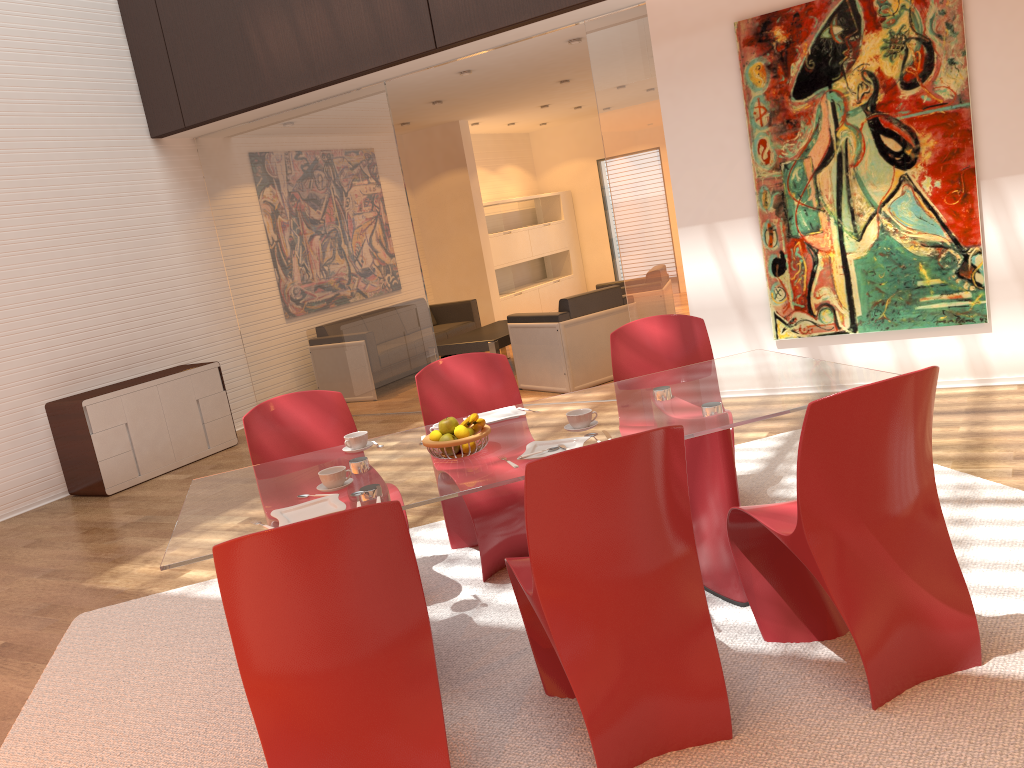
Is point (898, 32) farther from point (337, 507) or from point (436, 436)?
point (337, 507)

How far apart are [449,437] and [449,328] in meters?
6.8 m

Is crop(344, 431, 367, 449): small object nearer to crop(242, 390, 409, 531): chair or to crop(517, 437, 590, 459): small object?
crop(242, 390, 409, 531): chair

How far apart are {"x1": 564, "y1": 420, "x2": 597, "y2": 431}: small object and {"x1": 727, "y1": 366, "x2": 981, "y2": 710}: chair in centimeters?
55cm

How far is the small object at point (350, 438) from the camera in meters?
3.3

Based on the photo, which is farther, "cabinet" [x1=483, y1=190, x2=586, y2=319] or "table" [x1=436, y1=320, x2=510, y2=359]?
"cabinet" [x1=483, y1=190, x2=586, y2=319]

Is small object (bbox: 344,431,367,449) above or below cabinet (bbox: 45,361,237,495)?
above

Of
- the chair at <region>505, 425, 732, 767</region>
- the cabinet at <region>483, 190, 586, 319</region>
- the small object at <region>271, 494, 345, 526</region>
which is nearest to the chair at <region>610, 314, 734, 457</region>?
the chair at <region>505, 425, 732, 767</region>

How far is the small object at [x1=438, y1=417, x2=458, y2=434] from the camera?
2.9 meters

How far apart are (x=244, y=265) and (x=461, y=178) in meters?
3.3 m
